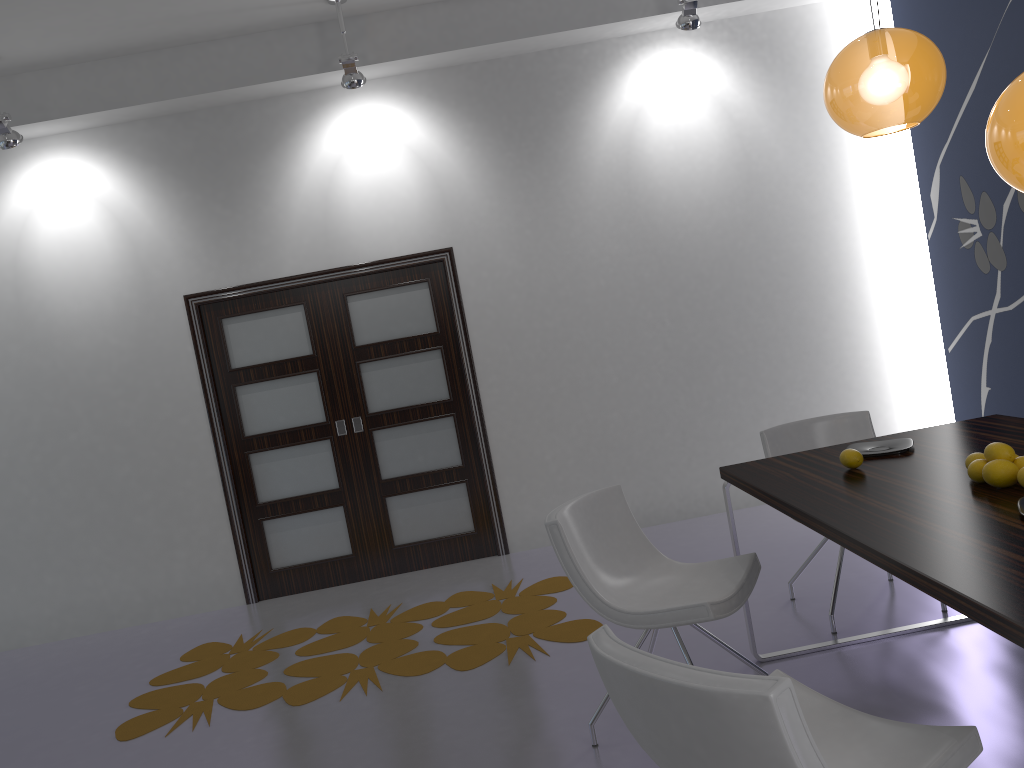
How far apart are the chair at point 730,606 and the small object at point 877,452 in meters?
0.5

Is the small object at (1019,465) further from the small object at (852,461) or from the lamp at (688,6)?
the lamp at (688,6)

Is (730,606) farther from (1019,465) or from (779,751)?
(779,751)

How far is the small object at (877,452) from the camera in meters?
3.1 m

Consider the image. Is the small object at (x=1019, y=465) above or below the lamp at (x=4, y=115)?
below

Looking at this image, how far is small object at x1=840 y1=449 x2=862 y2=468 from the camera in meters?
3.0

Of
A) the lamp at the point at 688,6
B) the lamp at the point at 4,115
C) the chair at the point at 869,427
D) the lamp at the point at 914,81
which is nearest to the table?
the chair at the point at 869,427

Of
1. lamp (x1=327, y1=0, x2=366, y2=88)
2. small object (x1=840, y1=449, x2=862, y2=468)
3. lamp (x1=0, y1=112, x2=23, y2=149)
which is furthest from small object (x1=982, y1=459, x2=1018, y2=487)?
lamp (x1=0, y1=112, x2=23, y2=149)

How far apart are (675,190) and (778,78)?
1.00m

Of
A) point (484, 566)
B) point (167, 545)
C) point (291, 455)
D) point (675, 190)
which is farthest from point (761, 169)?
point (167, 545)
